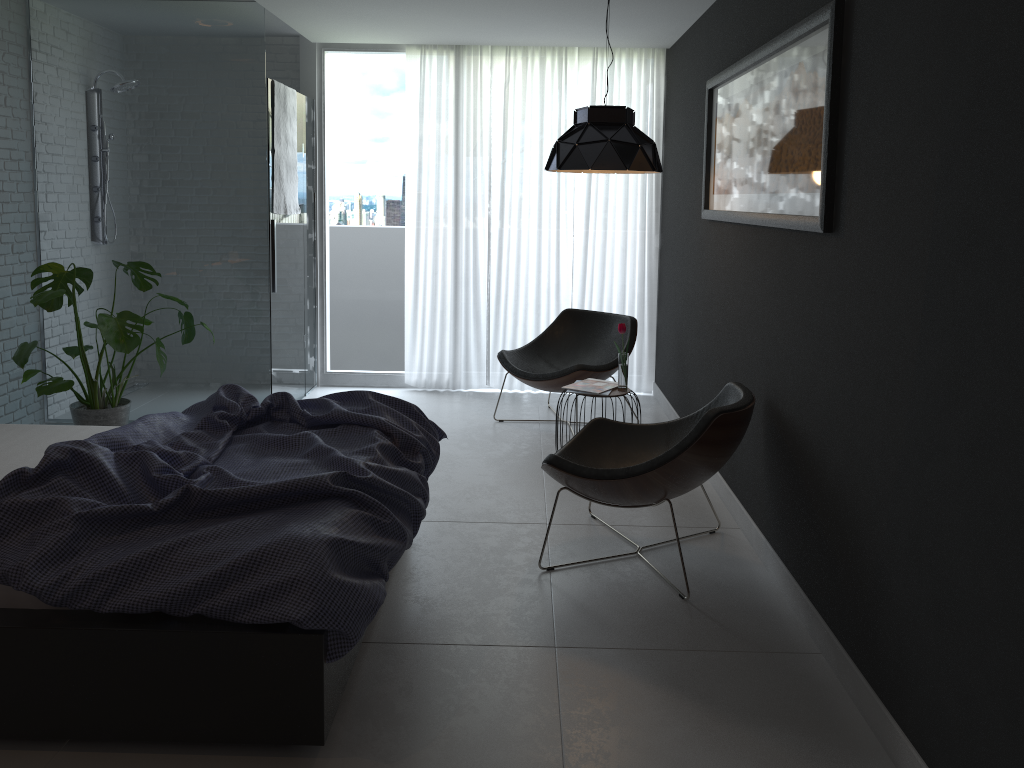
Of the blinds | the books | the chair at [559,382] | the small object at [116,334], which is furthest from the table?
the small object at [116,334]

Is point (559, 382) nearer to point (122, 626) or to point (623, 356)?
point (623, 356)

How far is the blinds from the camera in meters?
6.1

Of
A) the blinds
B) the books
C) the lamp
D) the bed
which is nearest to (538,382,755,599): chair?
the bed

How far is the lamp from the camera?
4.2m

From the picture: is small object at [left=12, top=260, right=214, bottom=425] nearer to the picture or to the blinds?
the blinds

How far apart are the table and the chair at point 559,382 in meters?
0.6 m

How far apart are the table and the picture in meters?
1.0 m

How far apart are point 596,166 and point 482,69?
2.33m

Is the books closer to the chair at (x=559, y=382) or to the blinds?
the chair at (x=559, y=382)
